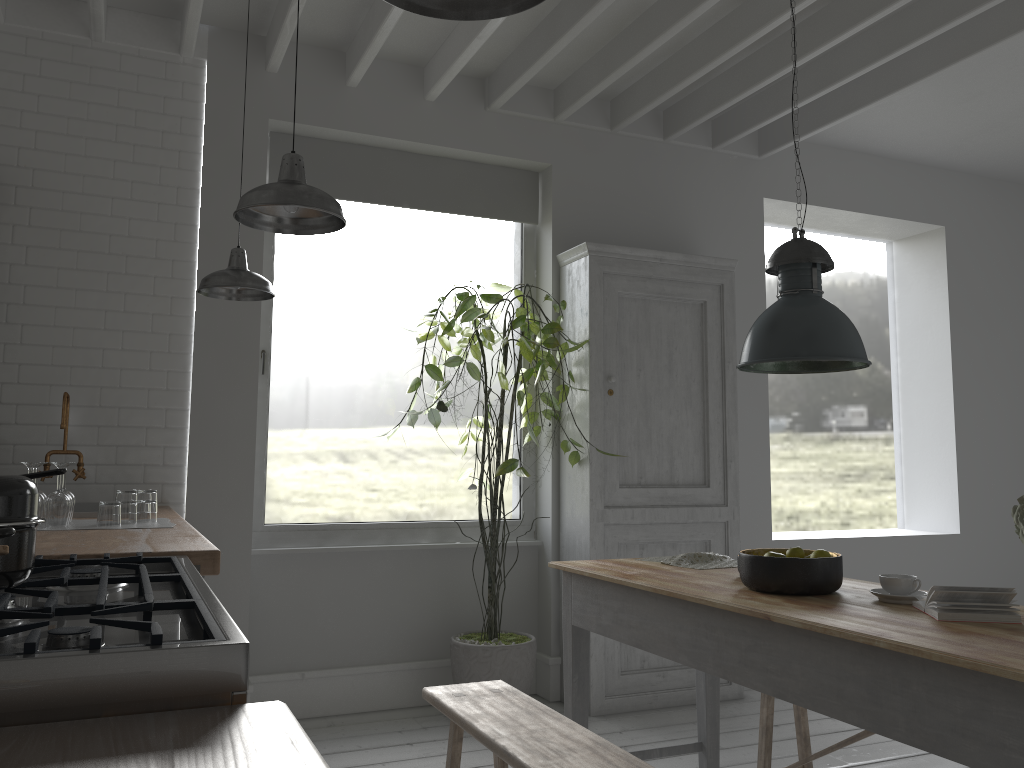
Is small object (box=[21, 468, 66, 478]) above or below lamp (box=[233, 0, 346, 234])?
below

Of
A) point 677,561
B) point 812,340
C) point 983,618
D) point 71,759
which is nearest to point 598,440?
point 677,561

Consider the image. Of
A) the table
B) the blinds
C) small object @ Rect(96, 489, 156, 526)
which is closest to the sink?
small object @ Rect(96, 489, 156, 526)

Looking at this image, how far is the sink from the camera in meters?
4.0 m

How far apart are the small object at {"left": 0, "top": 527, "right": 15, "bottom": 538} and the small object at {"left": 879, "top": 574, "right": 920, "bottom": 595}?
2.6 meters

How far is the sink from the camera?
3.97m

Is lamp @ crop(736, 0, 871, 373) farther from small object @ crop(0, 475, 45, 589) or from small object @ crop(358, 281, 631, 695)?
small object @ crop(0, 475, 45, 589)

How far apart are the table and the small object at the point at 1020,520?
0.28m

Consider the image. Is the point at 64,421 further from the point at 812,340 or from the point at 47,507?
the point at 812,340

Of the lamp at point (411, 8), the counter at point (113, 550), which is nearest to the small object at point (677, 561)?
the counter at point (113, 550)
